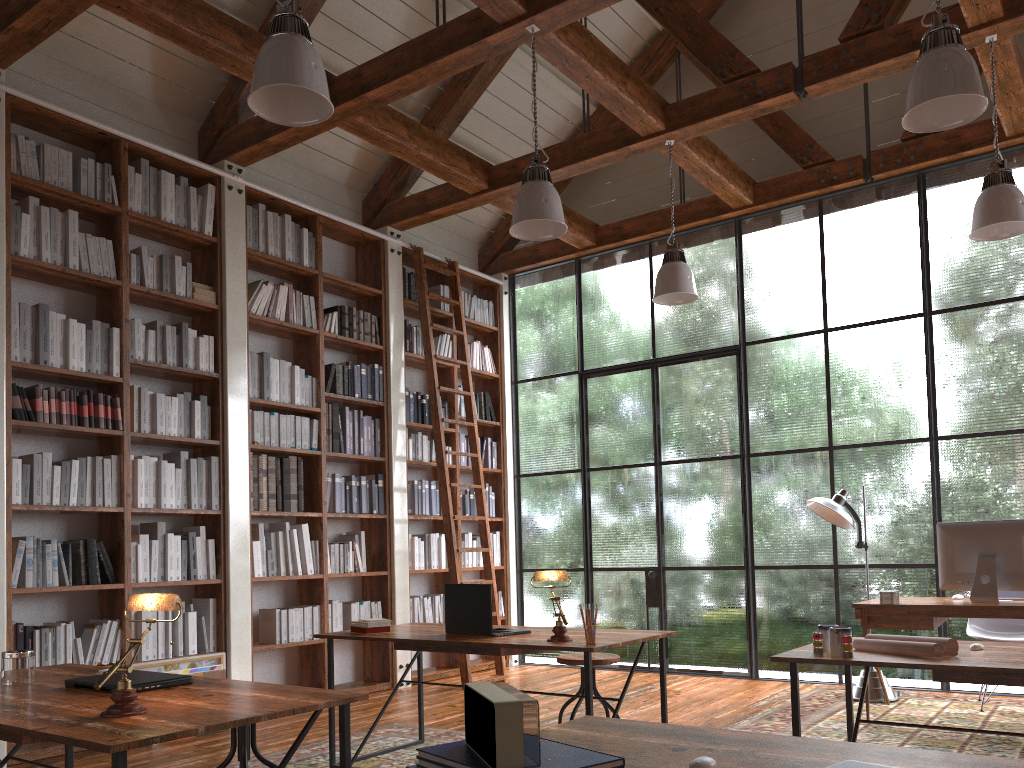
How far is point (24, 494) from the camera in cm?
457

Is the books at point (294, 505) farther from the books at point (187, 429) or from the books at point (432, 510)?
the books at point (432, 510)

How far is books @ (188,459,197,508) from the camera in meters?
5.3

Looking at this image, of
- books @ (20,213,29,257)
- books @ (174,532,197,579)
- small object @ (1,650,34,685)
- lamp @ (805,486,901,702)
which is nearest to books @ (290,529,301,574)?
books @ (174,532,197,579)

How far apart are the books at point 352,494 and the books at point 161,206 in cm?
221

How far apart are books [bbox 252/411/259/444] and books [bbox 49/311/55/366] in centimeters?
138cm

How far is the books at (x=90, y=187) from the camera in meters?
5.1 m

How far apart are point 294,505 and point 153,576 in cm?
114

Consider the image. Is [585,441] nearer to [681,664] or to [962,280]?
[681,664]

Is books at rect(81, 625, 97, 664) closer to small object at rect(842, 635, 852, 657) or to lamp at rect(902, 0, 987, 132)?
small object at rect(842, 635, 852, 657)
